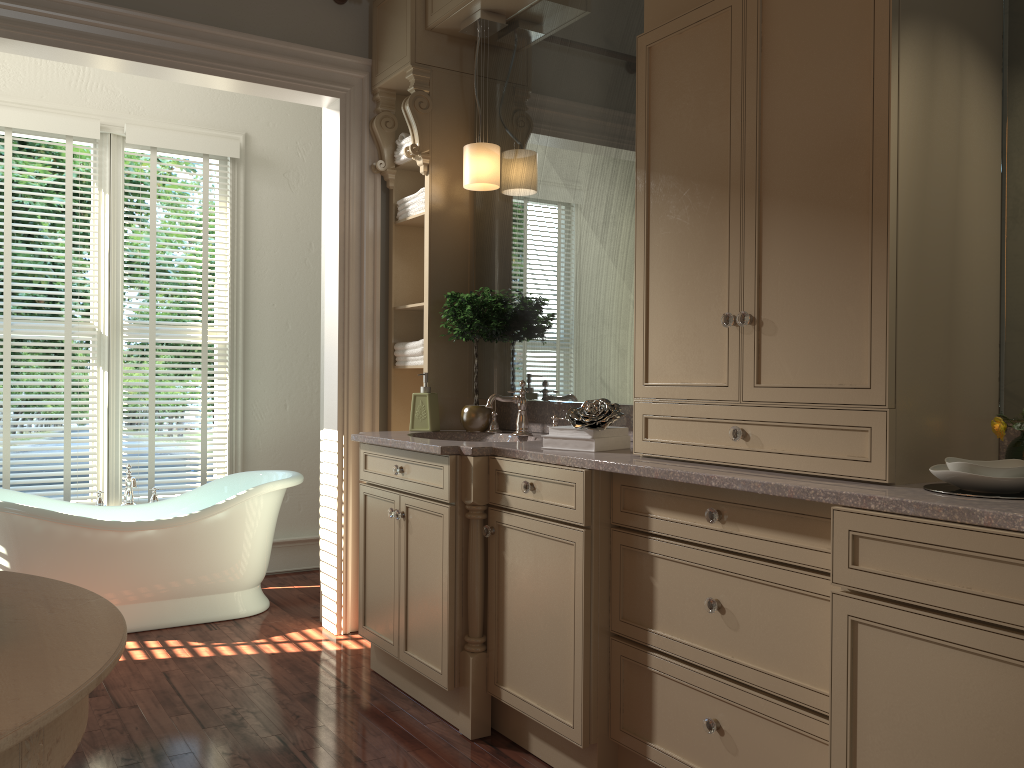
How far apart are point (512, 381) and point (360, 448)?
0.6 meters

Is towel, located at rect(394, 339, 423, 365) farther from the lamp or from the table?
the table

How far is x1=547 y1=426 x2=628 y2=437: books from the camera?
2.6m

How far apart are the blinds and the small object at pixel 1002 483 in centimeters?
385cm

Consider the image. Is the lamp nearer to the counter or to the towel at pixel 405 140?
the towel at pixel 405 140

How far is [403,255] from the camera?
3.96m

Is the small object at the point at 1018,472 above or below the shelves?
below

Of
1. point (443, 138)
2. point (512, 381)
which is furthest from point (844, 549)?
point (443, 138)

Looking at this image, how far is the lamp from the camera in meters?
3.4 m

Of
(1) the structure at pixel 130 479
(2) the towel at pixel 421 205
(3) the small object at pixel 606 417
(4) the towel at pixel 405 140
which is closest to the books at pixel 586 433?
(3) the small object at pixel 606 417
